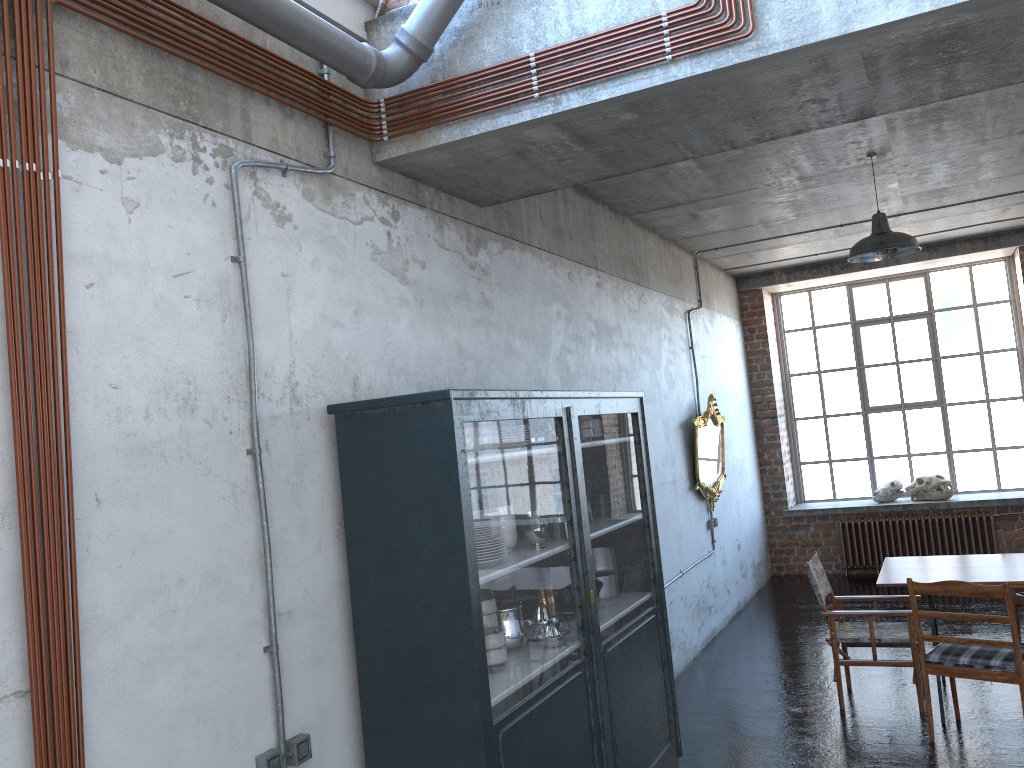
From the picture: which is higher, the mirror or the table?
the mirror

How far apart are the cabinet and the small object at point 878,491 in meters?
6.7 m

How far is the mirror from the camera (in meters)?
8.57

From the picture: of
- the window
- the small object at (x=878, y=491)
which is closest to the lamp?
the small object at (x=878, y=491)

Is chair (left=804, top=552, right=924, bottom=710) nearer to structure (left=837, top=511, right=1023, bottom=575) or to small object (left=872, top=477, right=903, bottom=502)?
structure (left=837, top=511, right=1023, bottom=575)

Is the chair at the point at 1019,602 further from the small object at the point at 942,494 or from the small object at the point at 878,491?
the small object at the point at 878,491

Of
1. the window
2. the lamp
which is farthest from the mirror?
the window

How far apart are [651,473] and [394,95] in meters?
2.7 m

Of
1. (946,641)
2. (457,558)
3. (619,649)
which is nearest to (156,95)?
(457,558)

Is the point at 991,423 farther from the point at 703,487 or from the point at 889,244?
the point at 889,244
